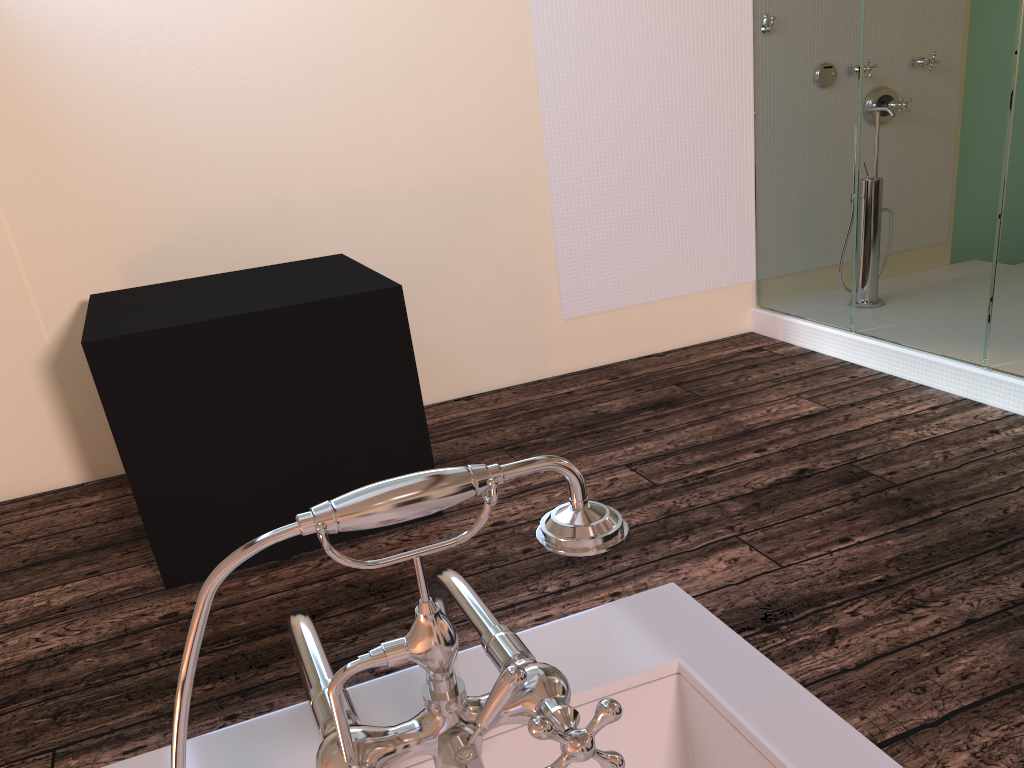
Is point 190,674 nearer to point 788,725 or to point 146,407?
point 788,725

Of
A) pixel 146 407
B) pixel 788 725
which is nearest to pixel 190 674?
pixel 788 725

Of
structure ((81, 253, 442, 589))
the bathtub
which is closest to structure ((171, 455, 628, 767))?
the bathtub

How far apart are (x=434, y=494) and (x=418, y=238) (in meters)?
3.20

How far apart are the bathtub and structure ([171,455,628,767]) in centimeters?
2cm

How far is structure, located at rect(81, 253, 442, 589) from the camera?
2.41m

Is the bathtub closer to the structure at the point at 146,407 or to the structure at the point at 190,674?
the structure at the point at 190,674

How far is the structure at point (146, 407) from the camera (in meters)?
2.41

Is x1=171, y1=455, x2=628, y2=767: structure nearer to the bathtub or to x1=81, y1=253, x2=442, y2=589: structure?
the bathtub

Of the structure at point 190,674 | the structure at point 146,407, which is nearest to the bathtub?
the structure at point 190,674
